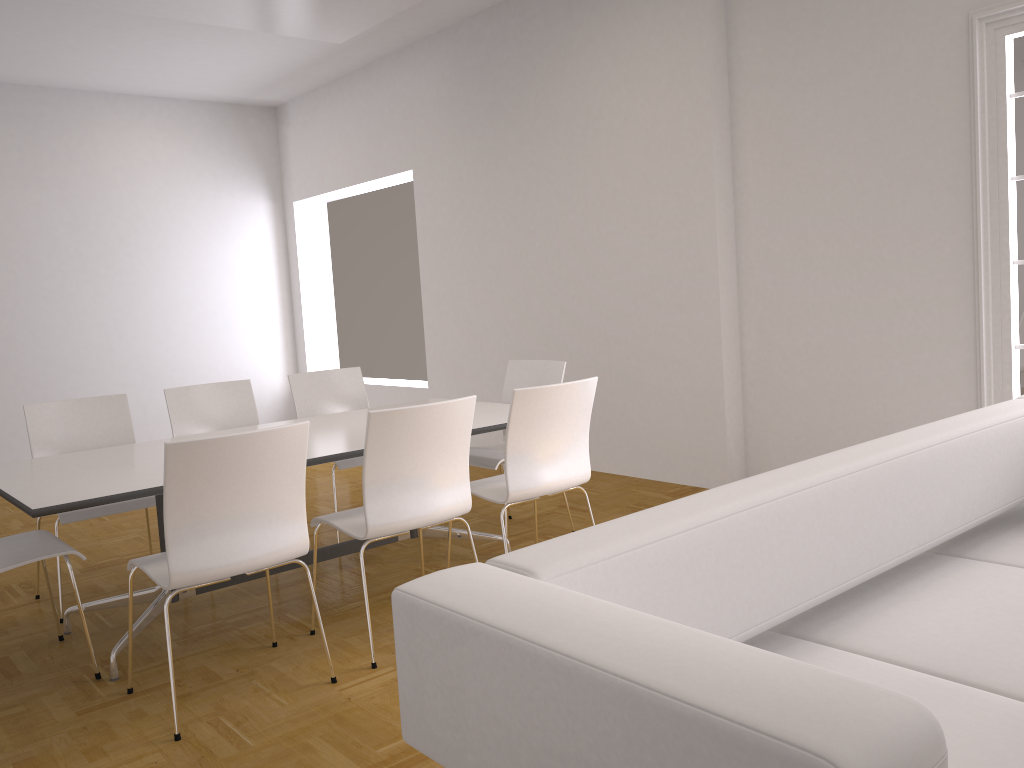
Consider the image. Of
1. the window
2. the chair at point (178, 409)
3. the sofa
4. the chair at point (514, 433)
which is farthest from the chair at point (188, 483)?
the window

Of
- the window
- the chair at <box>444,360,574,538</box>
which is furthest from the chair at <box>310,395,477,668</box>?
the window

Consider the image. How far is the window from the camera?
4.2m

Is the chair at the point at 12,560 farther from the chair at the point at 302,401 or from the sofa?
the sofa

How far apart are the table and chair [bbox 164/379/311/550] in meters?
0.5 m

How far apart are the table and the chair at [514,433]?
0.2m

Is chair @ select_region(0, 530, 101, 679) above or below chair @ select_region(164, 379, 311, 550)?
below

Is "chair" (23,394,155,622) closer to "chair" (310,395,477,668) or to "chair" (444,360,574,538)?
"chair" (310,395,477,668)

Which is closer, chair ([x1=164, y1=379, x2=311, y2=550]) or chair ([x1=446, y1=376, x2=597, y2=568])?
chair ([x1=446, y1=376, x2=597, y2=568])

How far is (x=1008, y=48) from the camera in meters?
4.2
